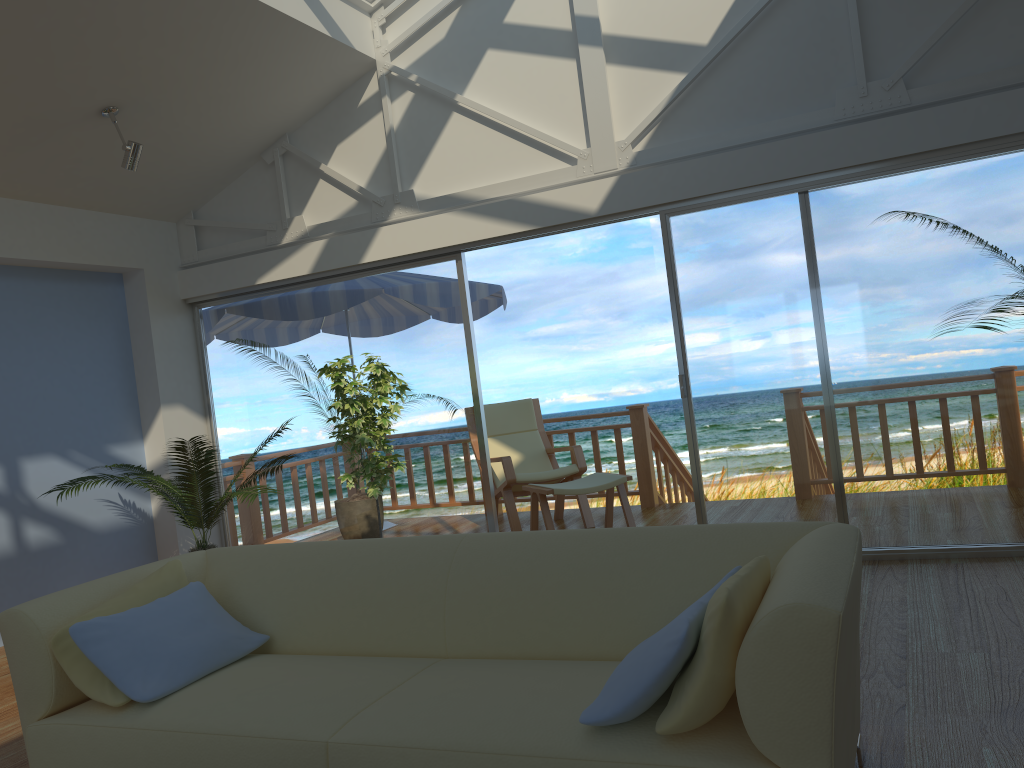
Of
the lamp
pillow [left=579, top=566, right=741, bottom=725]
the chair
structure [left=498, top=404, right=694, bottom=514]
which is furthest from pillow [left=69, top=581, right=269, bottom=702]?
structure [left=498, top=404, right=694, bottom=514]

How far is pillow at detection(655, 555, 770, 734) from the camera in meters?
1.8 m

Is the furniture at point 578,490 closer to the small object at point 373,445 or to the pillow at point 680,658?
the small object at point 373,445

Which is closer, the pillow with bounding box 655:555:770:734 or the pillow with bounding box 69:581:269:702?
the pillow with bounding box 655:555:770:734

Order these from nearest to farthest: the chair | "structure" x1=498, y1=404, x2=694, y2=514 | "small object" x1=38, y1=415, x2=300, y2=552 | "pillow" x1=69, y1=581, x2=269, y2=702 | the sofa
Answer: the sofa → "pillow" x1=69, y1=581, x2=269, y2=702 → "small object" x1=38, y1=415, x2=300, y2=552 → the chair → "structure" x1=498, y1=404, x2=694, y2=514

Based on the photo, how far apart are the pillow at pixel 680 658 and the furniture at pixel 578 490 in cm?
342

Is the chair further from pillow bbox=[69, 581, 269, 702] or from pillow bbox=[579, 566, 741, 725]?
pillow bbox=[579, 566, 741, 725]

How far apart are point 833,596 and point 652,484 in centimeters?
534cm

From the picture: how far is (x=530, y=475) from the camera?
6.37m

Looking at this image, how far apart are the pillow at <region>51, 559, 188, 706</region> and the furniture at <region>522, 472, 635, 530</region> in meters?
2.9 m
